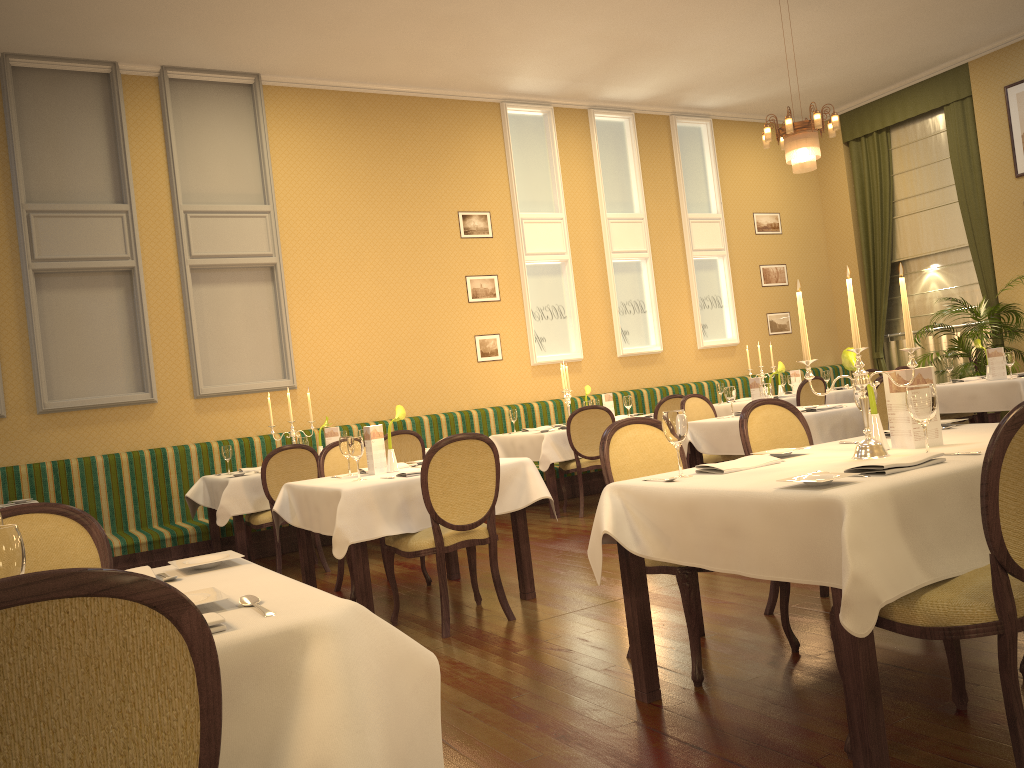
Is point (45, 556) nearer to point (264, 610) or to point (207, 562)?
point (207, 562)

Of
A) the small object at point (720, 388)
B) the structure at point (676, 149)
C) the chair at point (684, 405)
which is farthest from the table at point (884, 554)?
the structure at point (676, 149)

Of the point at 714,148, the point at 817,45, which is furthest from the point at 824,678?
the point at 714,148

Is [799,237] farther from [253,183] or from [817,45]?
[253,183]

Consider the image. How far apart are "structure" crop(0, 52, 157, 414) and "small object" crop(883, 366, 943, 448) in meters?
6.5 m

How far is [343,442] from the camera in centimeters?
513cm

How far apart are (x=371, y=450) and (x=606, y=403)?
4.04m

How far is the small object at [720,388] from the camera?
9.87m

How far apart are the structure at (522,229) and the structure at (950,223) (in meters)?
4.67

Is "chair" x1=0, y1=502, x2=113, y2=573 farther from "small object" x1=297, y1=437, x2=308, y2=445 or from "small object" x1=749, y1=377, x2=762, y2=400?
"small object" x1=749, y1=377, x2=762, y2=400
